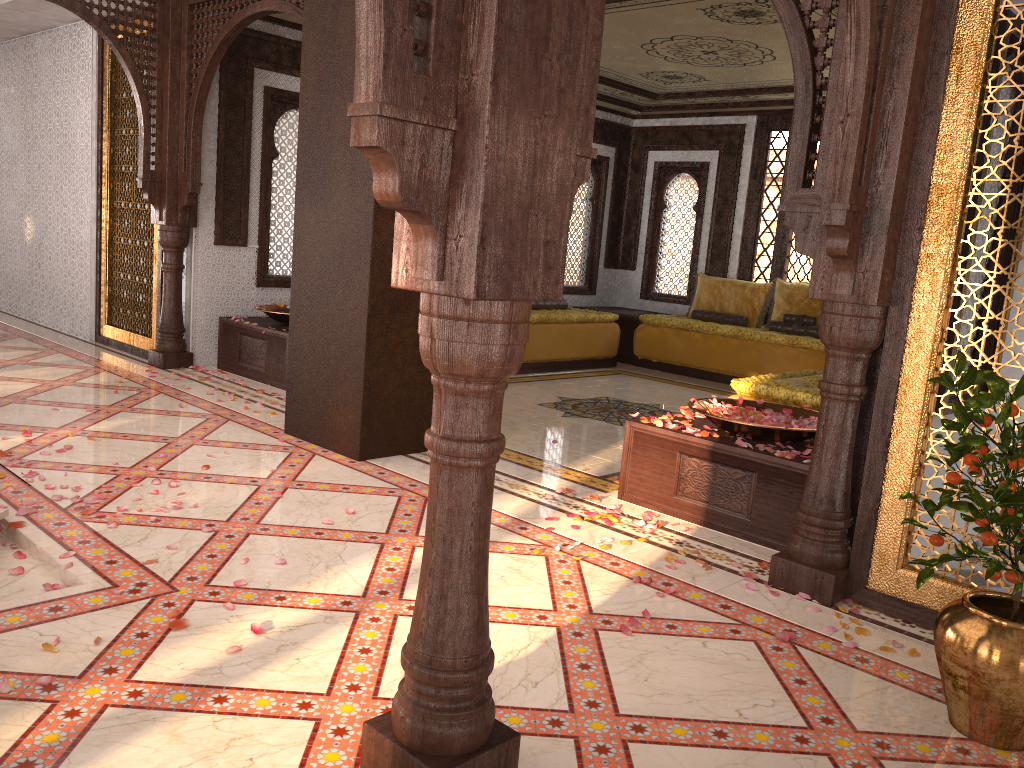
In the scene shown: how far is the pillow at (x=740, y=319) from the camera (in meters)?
9.31

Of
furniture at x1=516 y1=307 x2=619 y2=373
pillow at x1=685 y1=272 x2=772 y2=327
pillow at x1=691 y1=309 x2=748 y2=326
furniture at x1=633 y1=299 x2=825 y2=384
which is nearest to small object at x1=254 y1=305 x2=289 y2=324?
furniture at x1=516 y1=307 x2=619 y2=373

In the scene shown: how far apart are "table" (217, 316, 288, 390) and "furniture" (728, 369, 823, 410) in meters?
3.3

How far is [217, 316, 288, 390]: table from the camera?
6.6 meters

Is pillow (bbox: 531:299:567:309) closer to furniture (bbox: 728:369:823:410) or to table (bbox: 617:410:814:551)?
furniture (bbox: 728:369:823:410)

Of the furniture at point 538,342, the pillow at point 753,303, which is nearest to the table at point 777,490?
the furniture at point 538,342

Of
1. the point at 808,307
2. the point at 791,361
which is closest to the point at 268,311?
the point at 791,361

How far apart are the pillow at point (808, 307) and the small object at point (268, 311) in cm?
495

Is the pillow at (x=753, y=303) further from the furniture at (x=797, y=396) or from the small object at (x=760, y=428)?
the small object at (x=760, y=428)

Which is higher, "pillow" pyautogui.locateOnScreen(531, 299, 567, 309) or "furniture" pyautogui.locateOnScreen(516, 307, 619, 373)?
"pillow" pyautogui.locateOnScreen(531, 299, 567, 309)
